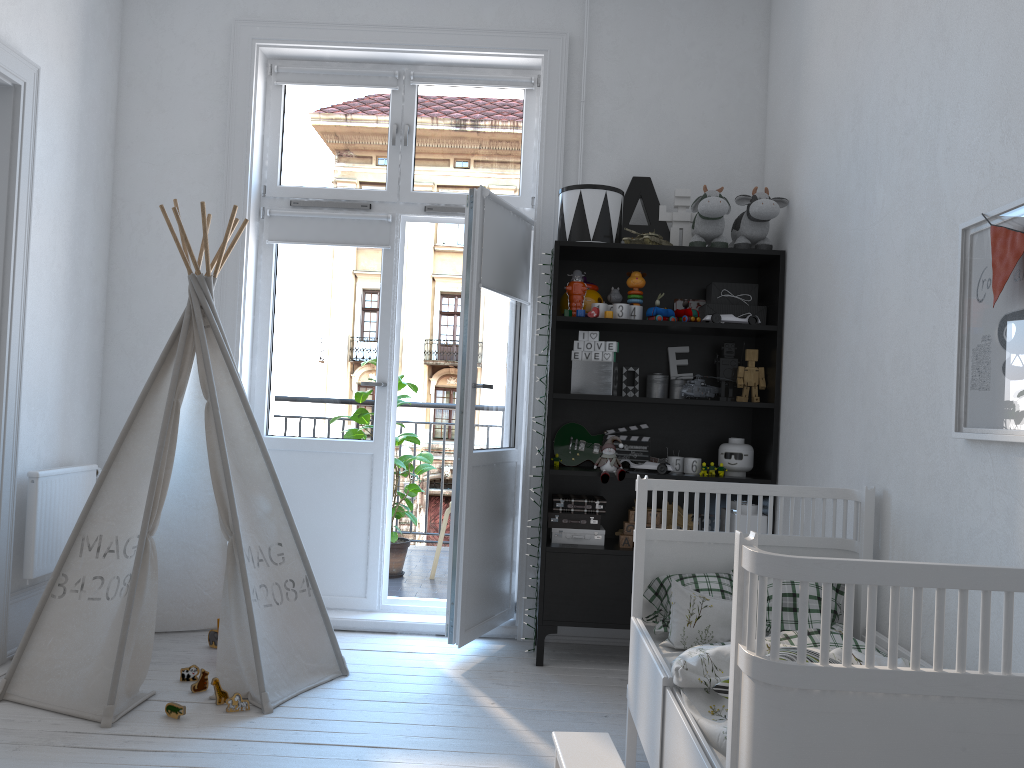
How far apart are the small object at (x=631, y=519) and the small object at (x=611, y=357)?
0.6 meters

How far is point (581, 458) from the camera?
3.7 meters

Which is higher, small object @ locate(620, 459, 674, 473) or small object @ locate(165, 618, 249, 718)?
small object @ locate(620, 459, 674, 473)

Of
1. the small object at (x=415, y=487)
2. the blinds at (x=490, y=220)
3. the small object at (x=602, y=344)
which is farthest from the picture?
the small object at (x=415, y=487)

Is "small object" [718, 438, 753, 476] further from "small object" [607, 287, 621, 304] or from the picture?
the picture

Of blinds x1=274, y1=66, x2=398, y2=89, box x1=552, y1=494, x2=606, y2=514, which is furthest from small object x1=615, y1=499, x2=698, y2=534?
blinds x1=274, y1=66, x2=398, y2=89

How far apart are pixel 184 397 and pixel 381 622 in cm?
128

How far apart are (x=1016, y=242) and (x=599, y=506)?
2.09m

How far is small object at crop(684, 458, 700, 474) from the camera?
3.55m

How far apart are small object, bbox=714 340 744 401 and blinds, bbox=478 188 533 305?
0.9m
